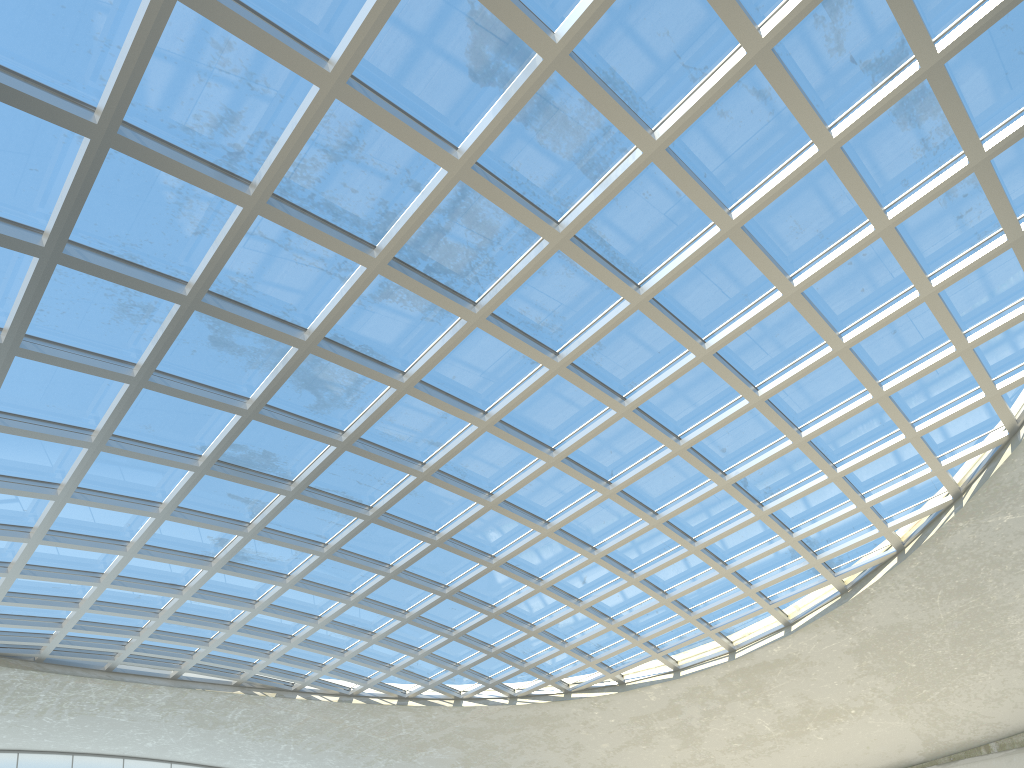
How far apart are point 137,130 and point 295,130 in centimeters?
615cm

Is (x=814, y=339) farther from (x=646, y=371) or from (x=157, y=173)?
(x=157, y=173)
